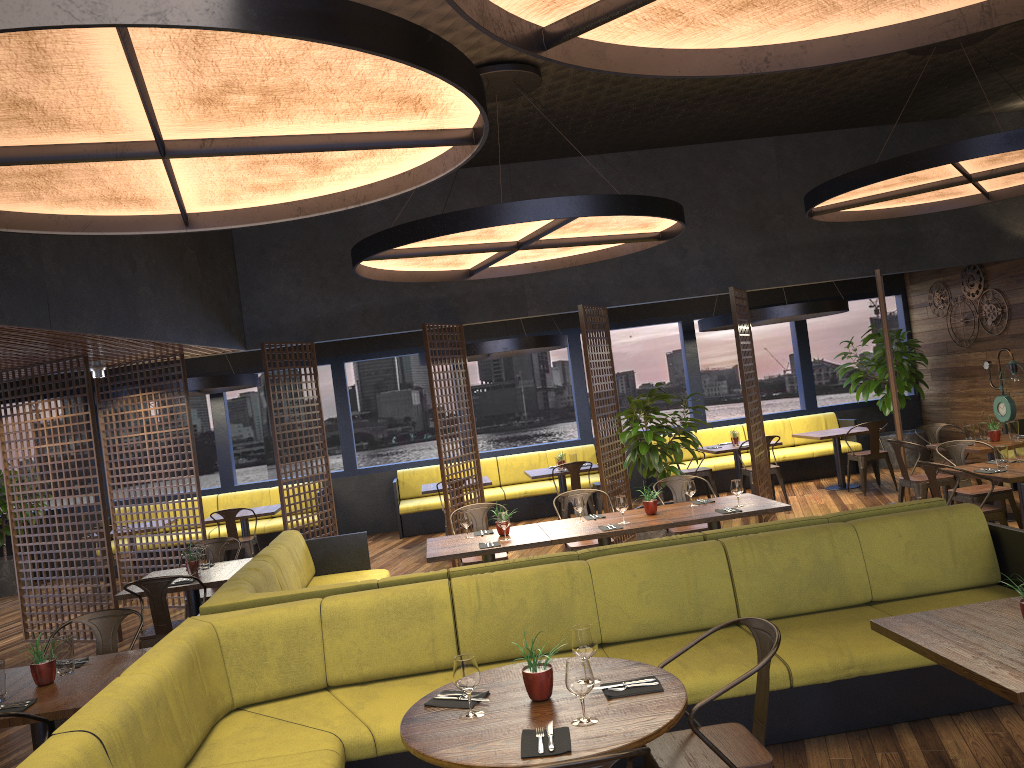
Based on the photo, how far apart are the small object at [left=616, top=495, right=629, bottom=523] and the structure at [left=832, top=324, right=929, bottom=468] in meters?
7.8

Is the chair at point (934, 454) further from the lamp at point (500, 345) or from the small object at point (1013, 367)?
the lamp at point (500, 345)

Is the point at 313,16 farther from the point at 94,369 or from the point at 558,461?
the point at 558,461

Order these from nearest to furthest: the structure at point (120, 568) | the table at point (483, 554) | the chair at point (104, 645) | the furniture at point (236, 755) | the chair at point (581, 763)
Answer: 1. the chair at point (581, 763)
2. the furniture at point (236, 755)
3. the chair at point (104, 645)
4. the table at point (483, 554)
5. the structure at point (120, 568)

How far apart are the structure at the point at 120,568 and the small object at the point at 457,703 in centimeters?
782cm

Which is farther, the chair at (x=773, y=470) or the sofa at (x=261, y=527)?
the sofa at (x=261, y=527)

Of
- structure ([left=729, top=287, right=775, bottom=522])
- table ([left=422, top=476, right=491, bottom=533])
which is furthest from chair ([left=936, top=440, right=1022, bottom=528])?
table ([left=422, top=476, right=491, bottom=533])

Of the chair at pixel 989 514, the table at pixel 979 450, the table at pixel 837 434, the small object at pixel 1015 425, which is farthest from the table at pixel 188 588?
the table at pixel 837 434

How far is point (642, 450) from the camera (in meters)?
8.86

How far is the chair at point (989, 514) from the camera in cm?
674
